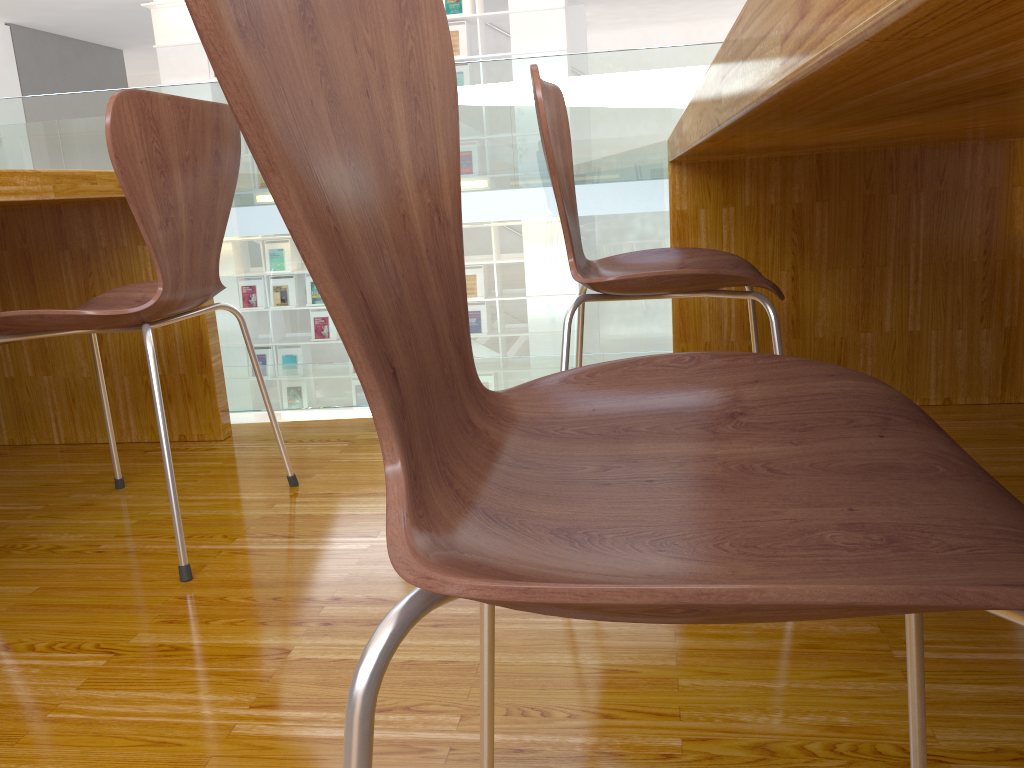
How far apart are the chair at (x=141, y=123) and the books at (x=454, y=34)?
6.5m

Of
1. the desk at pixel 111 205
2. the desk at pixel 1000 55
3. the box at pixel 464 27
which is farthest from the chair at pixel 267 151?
the box at pixel 464 27

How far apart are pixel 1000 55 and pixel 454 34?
7.9 meters

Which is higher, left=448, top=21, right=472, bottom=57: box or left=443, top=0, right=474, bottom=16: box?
left=443, top=0, right=474, bottom=16: box

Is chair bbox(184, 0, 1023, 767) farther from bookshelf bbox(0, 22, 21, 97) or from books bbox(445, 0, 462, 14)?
bookshelf bbox(0, 22, 21, 97)

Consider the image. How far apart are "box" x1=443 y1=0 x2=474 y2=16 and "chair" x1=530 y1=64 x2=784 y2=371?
6.5m

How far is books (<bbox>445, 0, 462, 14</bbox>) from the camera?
Result: 7.44m

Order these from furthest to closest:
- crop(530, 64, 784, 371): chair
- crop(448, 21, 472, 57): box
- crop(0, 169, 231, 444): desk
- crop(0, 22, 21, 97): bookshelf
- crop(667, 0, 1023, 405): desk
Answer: crop(0, 22, 21, 97): bookshelf → crop(448, 21, 472, 57): box → crop(0, 169, 231, 444): desk → crop(530, 64, 784, 371): chair → crop(667, 0, 1023, 405): desk

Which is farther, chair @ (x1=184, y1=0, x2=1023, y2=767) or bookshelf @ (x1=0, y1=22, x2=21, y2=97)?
bookshelf @ (x1=0, y1=22, x2=21, y2=97)

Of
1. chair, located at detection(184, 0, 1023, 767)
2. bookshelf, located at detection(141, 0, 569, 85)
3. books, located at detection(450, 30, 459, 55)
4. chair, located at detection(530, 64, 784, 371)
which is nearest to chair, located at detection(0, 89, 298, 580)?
chair, located at detection(530, 64, 784, 371)
